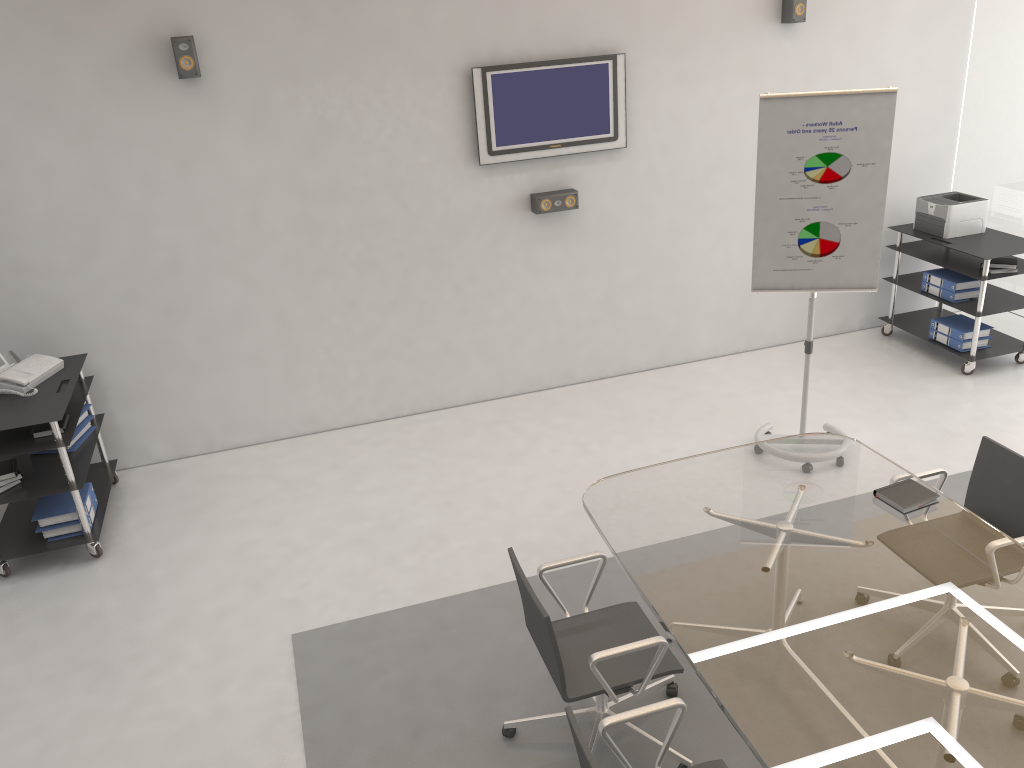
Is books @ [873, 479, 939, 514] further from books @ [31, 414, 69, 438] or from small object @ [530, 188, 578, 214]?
books @ [31, 414, 69, 438]

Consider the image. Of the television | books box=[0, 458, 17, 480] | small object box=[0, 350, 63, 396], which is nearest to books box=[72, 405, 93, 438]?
small object box=[0, 350, 63, 396]

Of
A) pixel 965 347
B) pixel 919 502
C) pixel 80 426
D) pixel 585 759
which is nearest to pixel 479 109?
pixel 80 426

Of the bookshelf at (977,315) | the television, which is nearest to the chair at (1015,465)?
the bookshelf at (977,315)

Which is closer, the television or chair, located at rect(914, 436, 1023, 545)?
chair, located at rect(914, 436, 1023, 545)

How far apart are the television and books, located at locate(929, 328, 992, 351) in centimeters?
268cm

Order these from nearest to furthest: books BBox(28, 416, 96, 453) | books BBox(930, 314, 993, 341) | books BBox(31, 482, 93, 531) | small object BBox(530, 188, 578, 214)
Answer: books BBox(31, 482, 93, 531), books BBox(28, 416, 96, 453), small object BBox(530, 188, 578, 214), books BBox(930, 314, 993, 341)

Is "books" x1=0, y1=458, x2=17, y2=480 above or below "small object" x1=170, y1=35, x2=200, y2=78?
below

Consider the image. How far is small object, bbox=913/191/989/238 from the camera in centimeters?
620cm

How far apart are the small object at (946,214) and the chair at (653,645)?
4.2 meters
